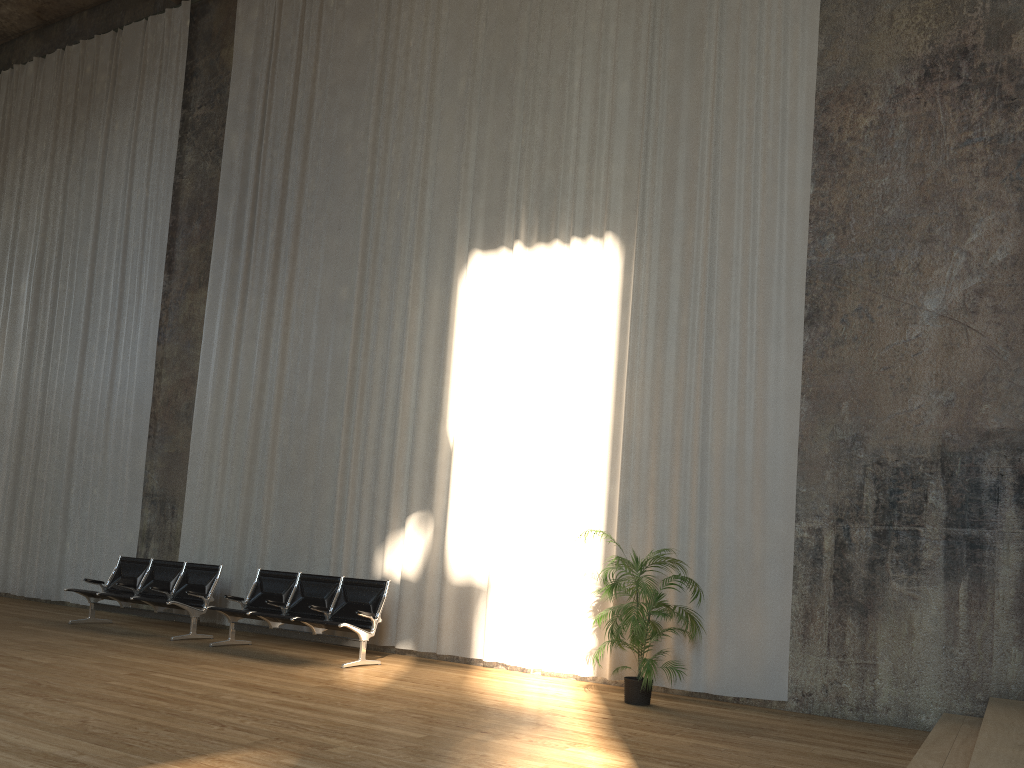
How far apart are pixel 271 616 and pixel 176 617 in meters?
1.8

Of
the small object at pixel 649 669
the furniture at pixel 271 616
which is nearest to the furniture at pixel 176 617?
the furniture at pixel 271 616

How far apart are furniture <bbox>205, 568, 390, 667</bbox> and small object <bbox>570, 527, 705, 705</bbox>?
2.3 meters

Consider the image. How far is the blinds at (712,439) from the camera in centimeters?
804cm

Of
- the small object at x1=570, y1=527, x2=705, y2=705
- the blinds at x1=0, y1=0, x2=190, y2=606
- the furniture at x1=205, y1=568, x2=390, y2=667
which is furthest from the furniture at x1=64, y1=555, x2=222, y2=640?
the small object at x1=570, y1=527, x2=705, y2=705

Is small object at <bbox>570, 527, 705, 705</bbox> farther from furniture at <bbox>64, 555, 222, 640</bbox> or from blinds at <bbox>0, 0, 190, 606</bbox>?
blinds at <bbox>0, 0, 190, 606</bbox>

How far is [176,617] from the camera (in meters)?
9.59

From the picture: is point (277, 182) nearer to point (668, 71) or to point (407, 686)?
point (668, 71)

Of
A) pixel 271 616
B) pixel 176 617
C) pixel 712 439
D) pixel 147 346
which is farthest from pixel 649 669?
pixel 147 346

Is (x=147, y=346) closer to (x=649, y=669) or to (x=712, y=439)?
(x=712, y=439)
